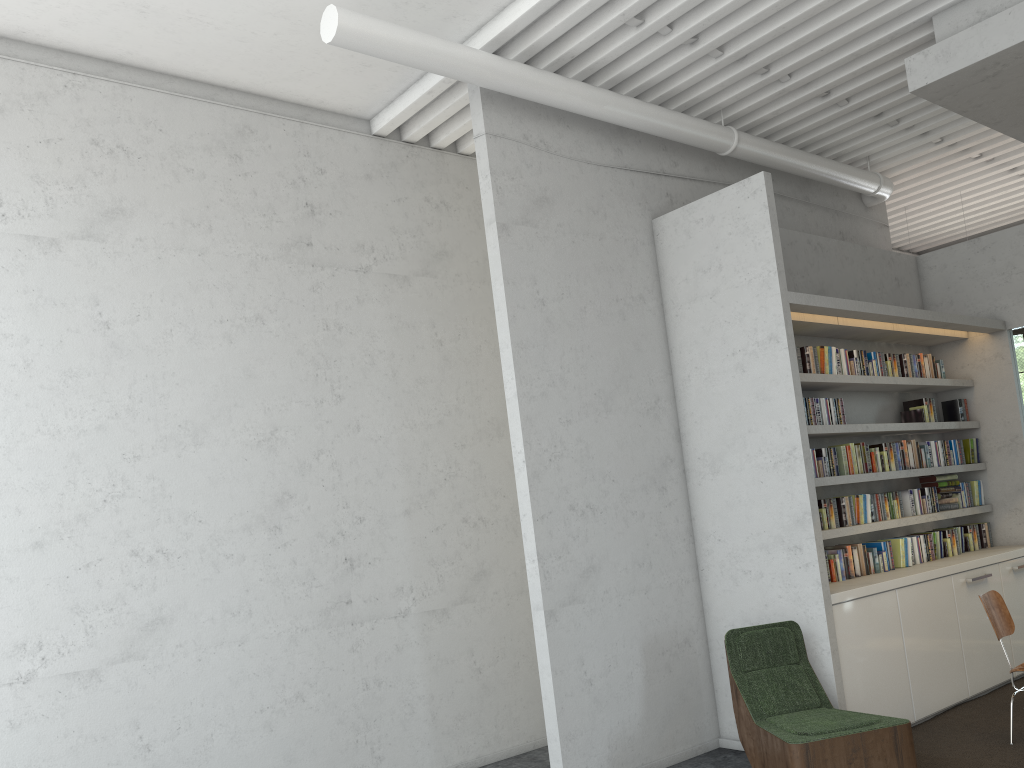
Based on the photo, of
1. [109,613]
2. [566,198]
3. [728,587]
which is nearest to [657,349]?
[566,198]

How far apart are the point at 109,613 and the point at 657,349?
3.89m

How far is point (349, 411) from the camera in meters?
5.9 m
